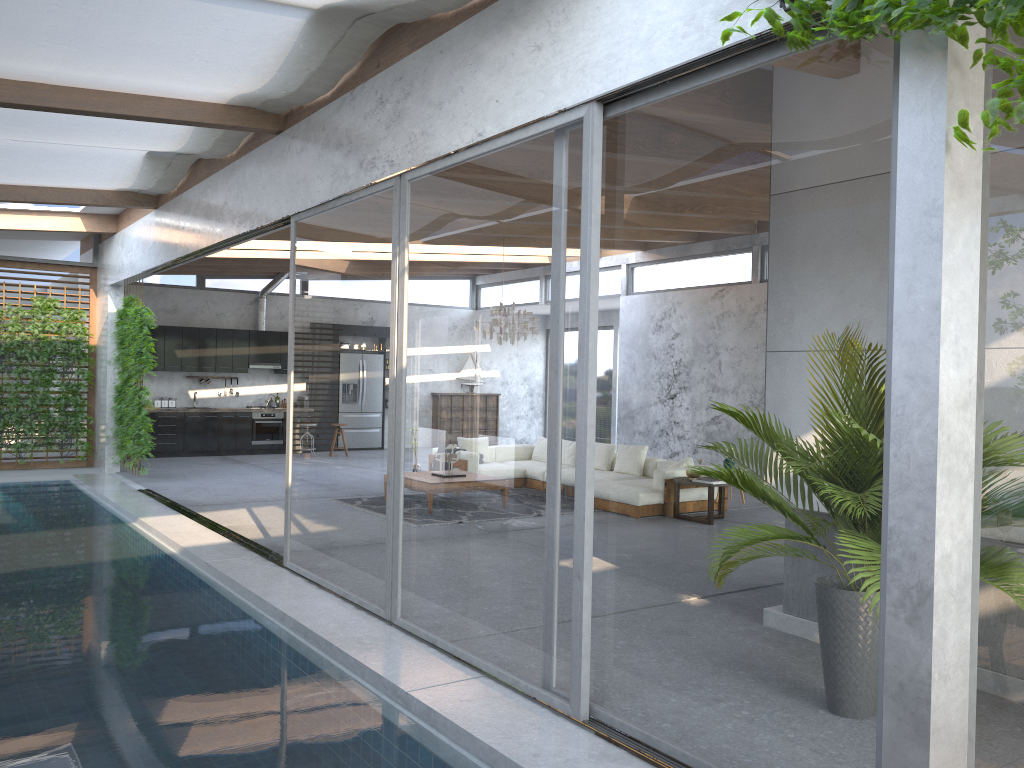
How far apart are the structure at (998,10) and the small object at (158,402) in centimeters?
1447cm

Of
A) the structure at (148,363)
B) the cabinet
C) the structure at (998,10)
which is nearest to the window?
the structure at (998,10)

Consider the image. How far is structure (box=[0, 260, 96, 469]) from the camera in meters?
13.1

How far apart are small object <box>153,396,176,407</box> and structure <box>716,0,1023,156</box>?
14.5m

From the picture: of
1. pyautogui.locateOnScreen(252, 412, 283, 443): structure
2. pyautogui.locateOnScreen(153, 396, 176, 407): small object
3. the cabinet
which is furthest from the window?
pyautogui.locateOnScreen(252, 412, 283, 443): structure

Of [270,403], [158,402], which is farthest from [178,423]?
[270,403]

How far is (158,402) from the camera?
15.68m

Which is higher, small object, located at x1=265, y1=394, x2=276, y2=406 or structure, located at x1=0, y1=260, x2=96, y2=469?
structure, located at x1=0, y1=260, x2=96, y2=469

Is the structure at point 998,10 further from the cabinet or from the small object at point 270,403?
the small object at point 270,403

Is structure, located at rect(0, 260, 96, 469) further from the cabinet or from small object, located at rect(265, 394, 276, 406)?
small object, located at rect(265, 394, 276, 406)
